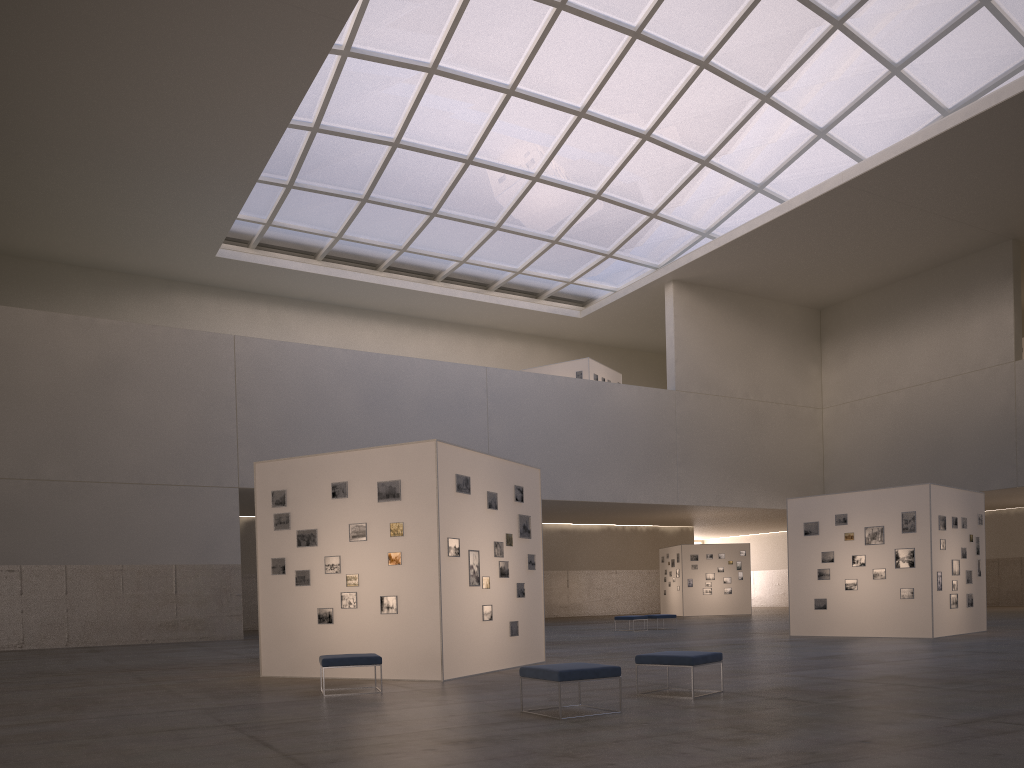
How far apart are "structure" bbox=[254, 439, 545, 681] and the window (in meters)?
24.46

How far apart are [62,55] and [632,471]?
33.9 meters

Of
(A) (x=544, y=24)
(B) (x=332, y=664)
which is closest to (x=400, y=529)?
(B) (x=332, y=664)

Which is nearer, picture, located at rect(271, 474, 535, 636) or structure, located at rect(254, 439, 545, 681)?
structure, located at rect(254, 439, 545, 681)

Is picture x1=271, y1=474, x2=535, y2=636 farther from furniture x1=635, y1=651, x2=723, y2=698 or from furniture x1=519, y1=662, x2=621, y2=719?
furniture x1=519, y1=662, x2=621, y2=719

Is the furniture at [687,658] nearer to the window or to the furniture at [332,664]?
the furniture at [332,664]

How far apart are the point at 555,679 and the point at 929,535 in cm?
1890

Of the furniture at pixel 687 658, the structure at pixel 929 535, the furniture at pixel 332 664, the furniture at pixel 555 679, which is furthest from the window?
the furniture at pixel 555 679

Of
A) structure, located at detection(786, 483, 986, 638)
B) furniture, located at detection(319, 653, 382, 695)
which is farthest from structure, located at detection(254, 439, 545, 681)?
structure, located at detection(786, 483, 986, 638)

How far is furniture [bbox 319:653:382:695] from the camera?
13.83m
